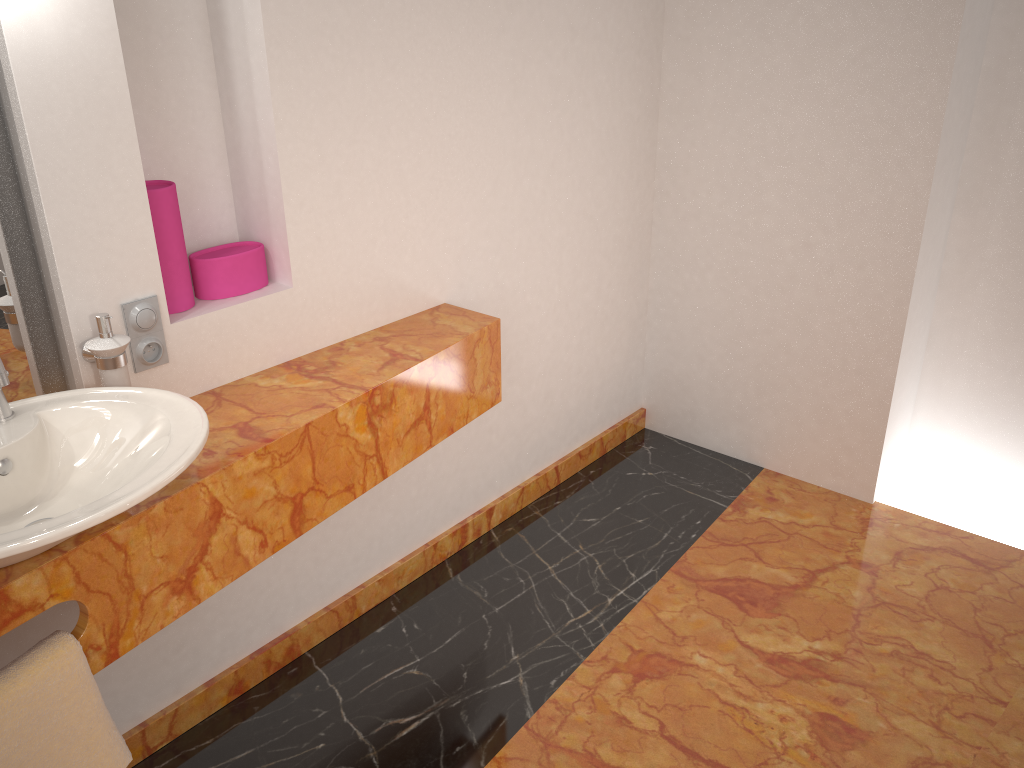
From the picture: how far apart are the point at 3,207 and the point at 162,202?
0.3 meters

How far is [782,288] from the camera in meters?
2.9

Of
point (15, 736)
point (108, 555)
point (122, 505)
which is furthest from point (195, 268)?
point (15, 736)

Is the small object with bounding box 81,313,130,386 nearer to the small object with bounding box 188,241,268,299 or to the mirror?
the mirror

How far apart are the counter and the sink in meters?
0.0

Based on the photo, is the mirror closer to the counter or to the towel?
the counter

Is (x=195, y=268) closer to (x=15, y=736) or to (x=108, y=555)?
(x=108, y=555)

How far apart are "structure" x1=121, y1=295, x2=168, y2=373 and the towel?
0.54m

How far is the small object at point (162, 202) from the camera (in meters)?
1.74

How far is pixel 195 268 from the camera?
1.88m
